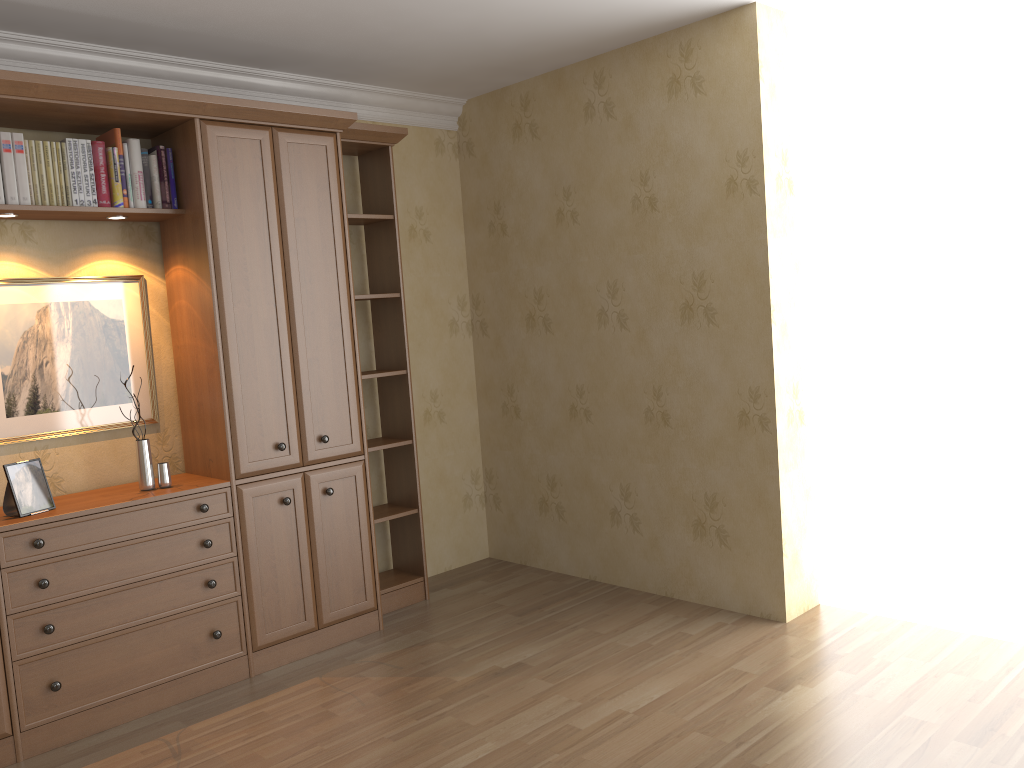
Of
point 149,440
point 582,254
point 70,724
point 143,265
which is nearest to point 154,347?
point 143,265

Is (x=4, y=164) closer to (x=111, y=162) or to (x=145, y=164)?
(x=111, y=162)

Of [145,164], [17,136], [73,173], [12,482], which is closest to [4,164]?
[17,136]

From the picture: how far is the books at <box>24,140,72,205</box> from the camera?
3.3 meters

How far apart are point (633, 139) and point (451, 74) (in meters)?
0.98

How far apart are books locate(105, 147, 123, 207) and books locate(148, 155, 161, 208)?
0.2m

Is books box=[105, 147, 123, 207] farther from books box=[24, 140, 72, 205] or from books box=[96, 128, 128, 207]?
books box=[24, 140, 72, 205]

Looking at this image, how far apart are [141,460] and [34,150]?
1.2 meters

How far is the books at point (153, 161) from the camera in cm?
355

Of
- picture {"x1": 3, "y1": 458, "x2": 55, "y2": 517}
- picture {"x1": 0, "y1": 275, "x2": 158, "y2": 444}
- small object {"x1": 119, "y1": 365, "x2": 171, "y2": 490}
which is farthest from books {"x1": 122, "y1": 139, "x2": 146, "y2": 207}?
picture {"x1": 3, "y1": 458, "x2": 55, "y2": 517}
